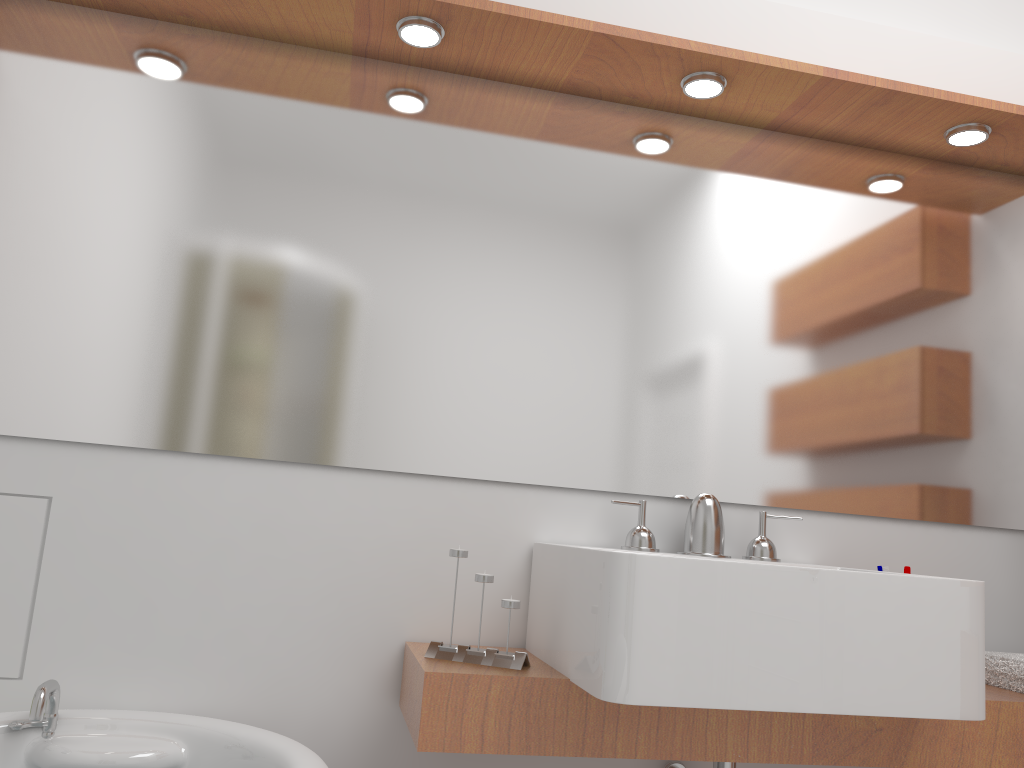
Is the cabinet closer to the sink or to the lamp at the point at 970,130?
the sink

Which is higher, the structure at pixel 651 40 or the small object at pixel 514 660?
the structure at pixel 651 40

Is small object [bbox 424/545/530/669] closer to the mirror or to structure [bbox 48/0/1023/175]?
the mirror

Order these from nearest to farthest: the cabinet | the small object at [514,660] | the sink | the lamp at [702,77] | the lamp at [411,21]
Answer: the sink
the cabinet
the small object at [514,660]
the lamp at [411,21]
the lamp at [702,77]

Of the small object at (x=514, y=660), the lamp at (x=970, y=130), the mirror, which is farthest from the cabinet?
the lamp at (x=970, y=130)

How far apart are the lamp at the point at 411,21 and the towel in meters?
1.7

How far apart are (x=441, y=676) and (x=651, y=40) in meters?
1.3 m

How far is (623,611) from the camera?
1.3m

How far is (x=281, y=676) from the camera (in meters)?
1.71

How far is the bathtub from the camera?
1.44m
